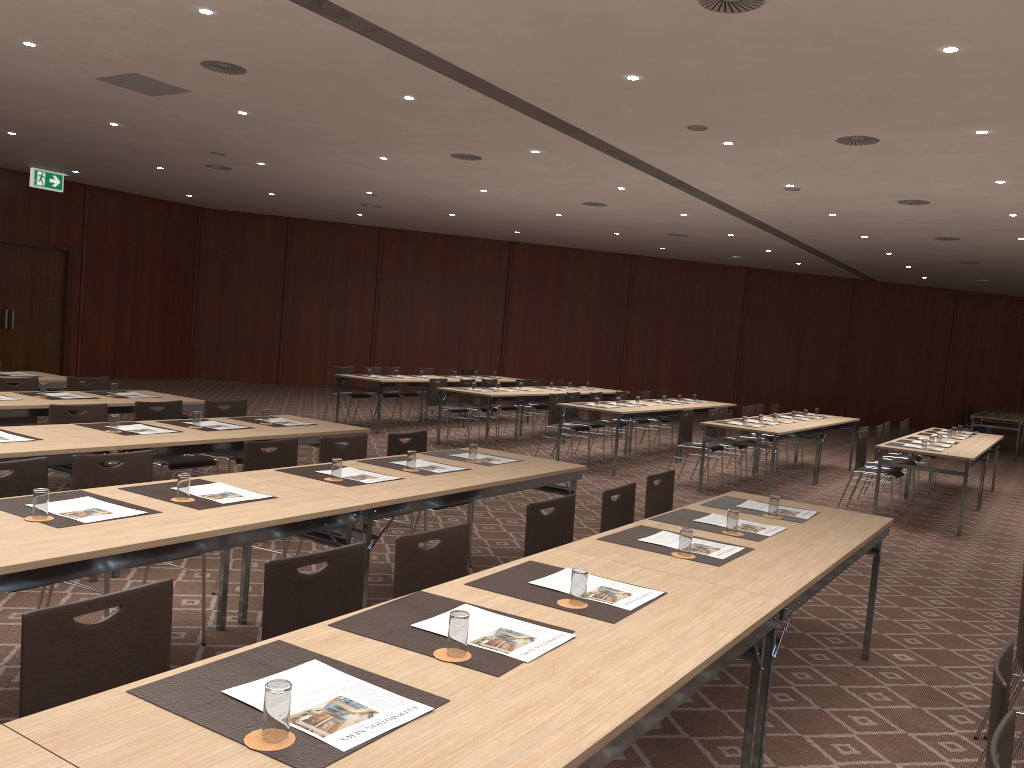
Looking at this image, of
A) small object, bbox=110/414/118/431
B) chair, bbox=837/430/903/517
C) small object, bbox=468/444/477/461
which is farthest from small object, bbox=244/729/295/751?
chair, bbox=837/430/903/517

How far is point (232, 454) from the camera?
7.2 meters

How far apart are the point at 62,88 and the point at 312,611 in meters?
9.2 m

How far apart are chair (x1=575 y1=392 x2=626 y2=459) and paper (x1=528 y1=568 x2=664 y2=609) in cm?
1005

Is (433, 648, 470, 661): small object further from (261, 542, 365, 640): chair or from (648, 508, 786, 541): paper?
(648, 508, 786, 541): paper

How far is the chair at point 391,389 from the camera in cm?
1563

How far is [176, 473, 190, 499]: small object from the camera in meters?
4.0 m

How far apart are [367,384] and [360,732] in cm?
1323

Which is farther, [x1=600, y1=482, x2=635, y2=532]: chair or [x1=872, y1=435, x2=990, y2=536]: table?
[x1=872, y1=435, x2=990, y2=536]: table

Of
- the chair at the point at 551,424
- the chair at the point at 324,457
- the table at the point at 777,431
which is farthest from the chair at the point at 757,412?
the chair at the point at 324,457
